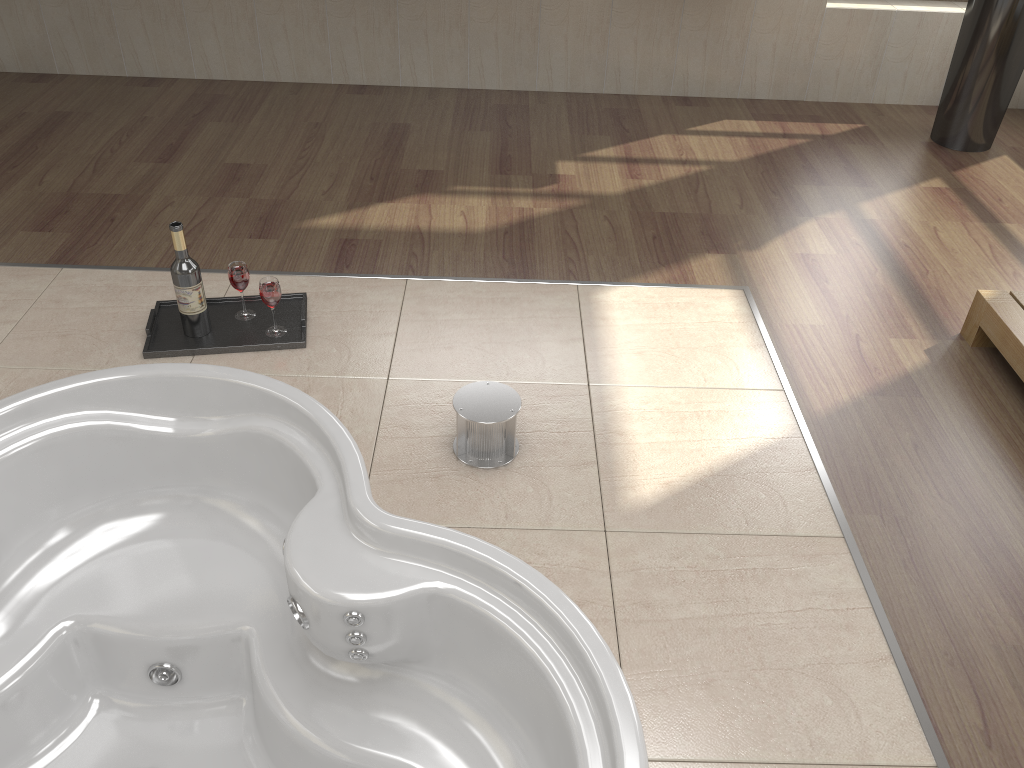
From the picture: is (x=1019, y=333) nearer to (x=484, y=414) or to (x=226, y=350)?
(x=484, y=414)

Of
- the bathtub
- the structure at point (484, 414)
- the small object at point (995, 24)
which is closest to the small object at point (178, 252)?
the bathtub

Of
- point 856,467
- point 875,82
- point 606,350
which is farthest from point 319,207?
point 875,82

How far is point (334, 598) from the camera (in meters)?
1.71

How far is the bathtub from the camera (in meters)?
1.71

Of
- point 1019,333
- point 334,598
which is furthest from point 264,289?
point 1019,333

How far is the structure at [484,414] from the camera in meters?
1.9

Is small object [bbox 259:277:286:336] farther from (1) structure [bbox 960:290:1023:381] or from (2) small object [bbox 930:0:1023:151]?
(2) small object [bbox 930:0:1023:151]

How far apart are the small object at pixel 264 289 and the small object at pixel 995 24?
2.8 meters

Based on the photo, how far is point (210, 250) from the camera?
2.7 meters
